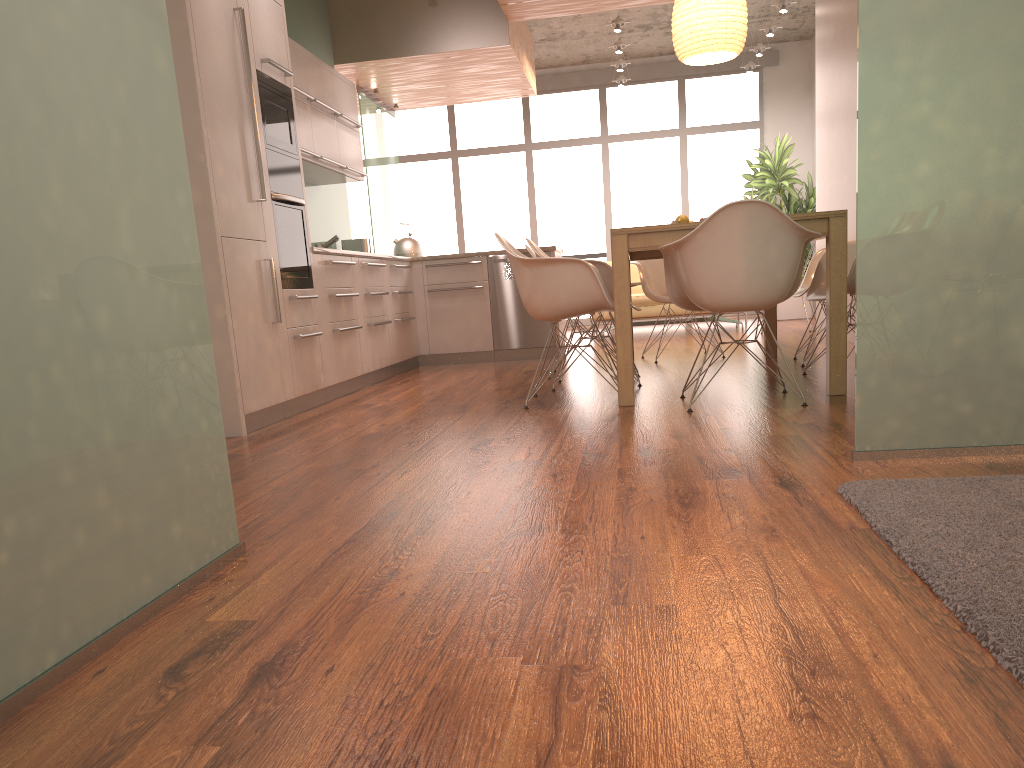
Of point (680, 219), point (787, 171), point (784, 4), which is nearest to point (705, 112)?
point (787, 171)

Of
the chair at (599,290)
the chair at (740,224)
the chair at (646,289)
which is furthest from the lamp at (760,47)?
the chair at (740,224)

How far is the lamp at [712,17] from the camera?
4.89m

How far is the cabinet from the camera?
4.0m

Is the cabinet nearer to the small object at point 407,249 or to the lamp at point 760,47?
the small object at point 407,249

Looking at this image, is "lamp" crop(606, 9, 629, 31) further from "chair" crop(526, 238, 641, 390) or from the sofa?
"chair" crop(526, 238, 641, 390)

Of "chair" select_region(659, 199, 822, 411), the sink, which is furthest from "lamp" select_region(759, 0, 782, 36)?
"chair" select_region(659, 199, 822, 411)

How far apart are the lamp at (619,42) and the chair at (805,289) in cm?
474

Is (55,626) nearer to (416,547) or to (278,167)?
(416,547)

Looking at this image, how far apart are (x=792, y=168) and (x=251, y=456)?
8.3 meters
